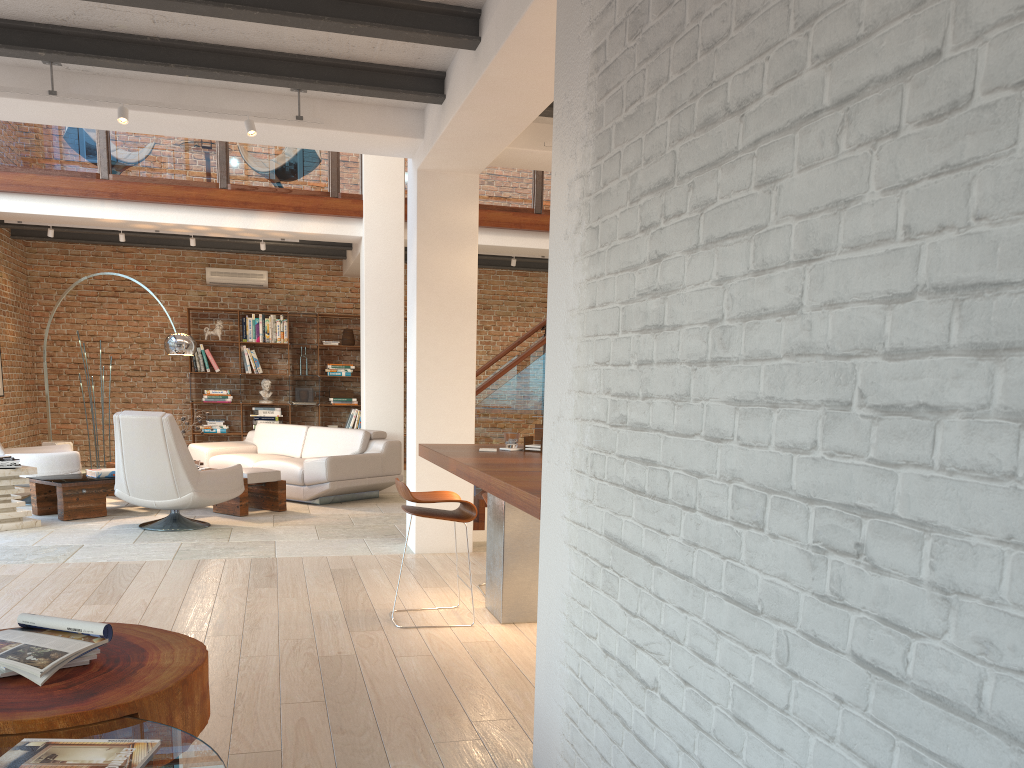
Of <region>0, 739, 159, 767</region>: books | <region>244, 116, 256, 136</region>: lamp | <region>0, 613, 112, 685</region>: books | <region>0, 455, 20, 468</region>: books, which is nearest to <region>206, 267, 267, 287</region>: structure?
<region>0, 455, 20, 468</region>: books

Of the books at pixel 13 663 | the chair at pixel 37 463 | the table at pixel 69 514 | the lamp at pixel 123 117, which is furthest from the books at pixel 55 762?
the chair at pixel 37 463

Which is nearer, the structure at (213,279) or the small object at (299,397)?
the structure at (213,279)

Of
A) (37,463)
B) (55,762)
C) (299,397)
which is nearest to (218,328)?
(299,397)

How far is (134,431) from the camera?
6.9 meters

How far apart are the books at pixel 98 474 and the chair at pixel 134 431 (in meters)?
1.02

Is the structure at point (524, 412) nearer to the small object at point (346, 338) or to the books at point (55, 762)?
the small object at point (346, 338)

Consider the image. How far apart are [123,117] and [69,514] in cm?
379

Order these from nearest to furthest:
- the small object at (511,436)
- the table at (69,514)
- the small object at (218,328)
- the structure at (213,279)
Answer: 1. the small object at (511,436)
2. the table at (69,514)
3. the small object at (218,328)
4. the structure at (213,279)

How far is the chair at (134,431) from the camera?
6.9 meters
